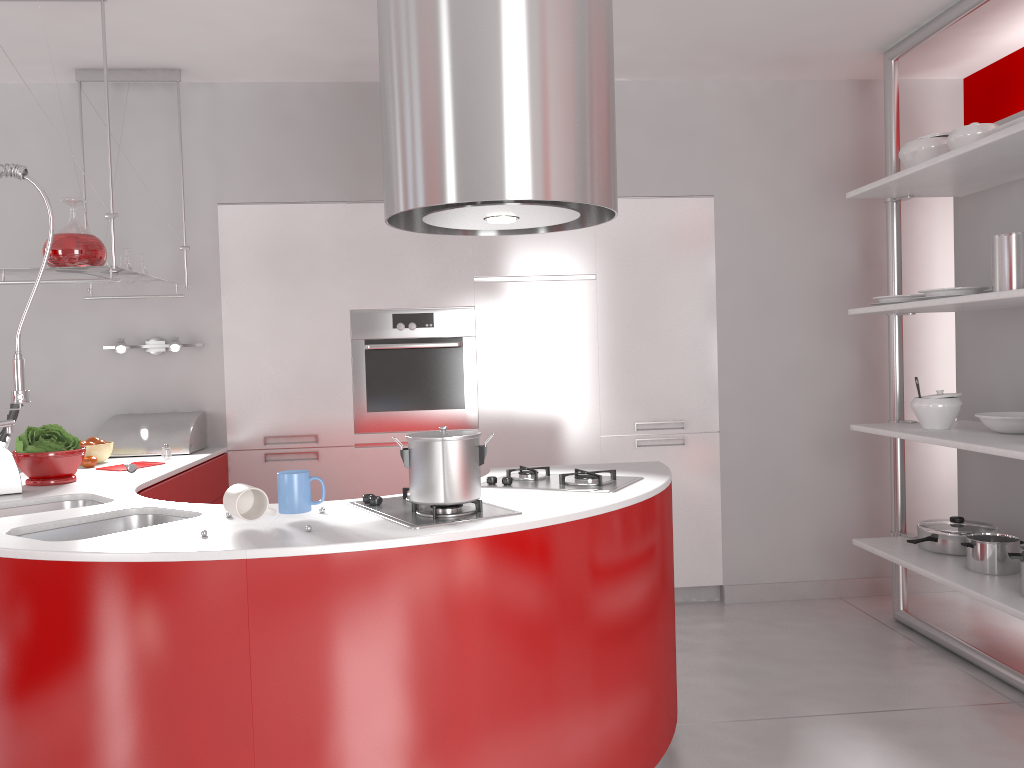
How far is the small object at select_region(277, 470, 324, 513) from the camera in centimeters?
218cm

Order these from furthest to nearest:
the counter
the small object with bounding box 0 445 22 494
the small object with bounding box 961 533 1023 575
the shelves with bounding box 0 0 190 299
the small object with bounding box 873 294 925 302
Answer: the small object with bounding box 873 294 925 302 → the small object with bounding box 961 533 1023 575 → the shelves with bounding box 0 0 190 299 → the small object with bounding box 0 445 22 494 → the counter

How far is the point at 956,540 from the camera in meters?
3.6

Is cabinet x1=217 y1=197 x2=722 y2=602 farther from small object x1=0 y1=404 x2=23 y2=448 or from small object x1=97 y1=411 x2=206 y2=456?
small object x1=0 y1=404 x2=23 y2=448

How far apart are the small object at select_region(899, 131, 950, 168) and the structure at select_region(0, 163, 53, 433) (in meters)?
3.15

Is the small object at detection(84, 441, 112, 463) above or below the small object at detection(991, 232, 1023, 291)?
below

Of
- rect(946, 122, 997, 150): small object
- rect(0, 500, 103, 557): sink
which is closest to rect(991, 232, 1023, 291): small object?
rect(946, 122, 997, 150): small object

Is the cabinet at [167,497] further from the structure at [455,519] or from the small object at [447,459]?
the small object at [447,459]

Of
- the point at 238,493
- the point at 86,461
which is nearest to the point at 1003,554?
the point at 238,493

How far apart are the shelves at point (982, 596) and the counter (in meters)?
1.07
